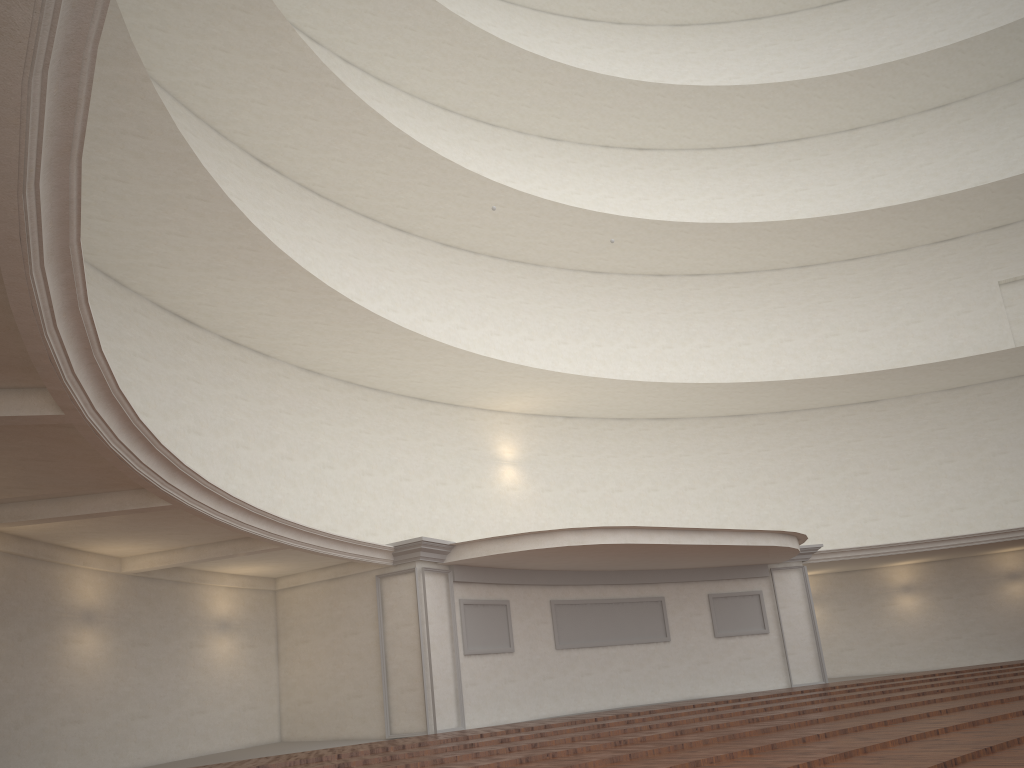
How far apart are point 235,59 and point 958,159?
20.13m
